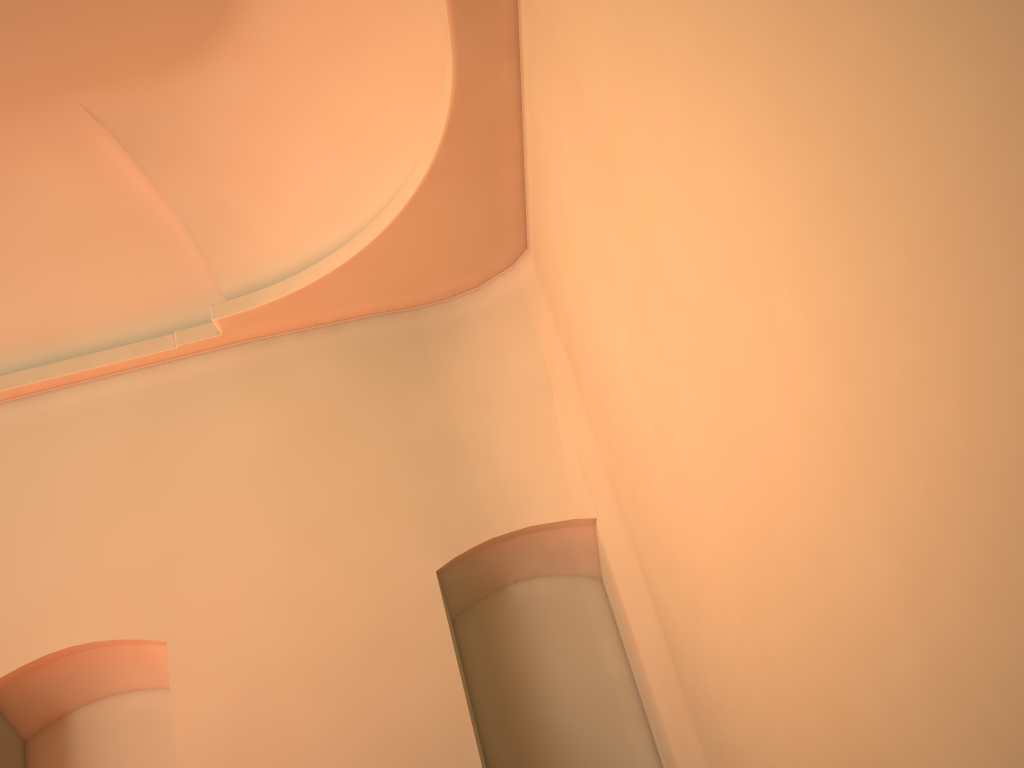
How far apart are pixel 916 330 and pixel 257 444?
5.7m

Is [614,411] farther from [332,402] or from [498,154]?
[332,402]
